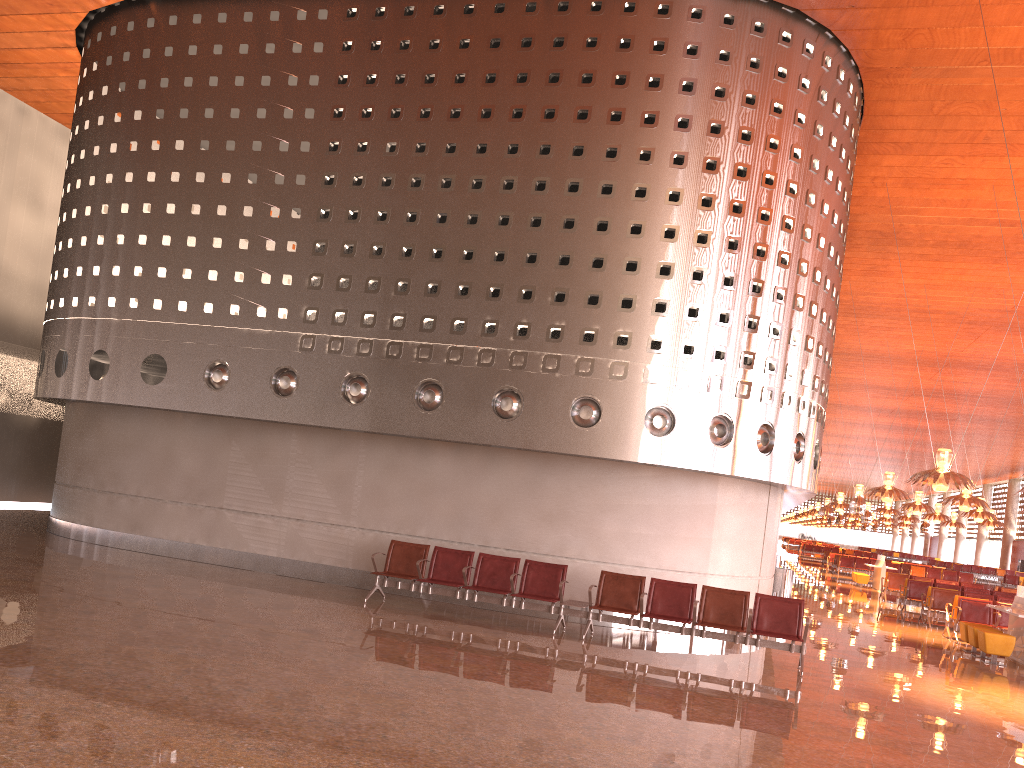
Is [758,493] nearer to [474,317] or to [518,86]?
[474,317]
